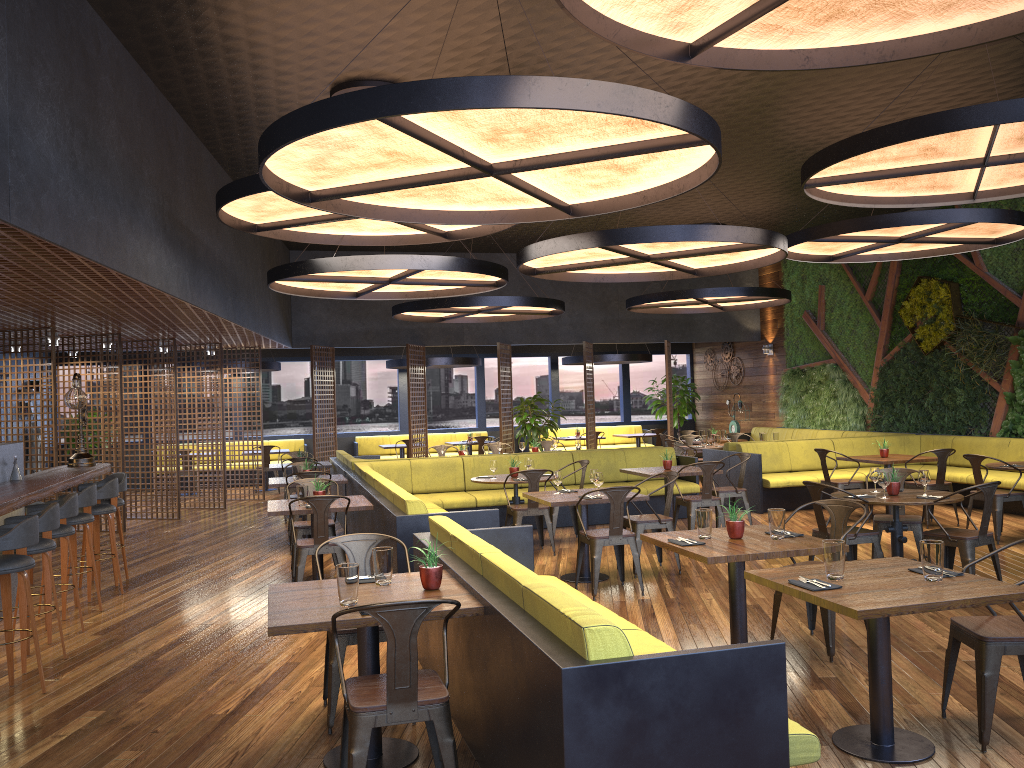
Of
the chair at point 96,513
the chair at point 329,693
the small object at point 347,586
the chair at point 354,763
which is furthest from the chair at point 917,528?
the chair at point 96,513

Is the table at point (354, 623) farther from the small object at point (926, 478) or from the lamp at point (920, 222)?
the lamp at point (920, 222)

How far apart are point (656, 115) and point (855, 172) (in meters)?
3.73

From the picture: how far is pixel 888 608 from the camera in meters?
3.6

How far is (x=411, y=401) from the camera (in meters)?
16.17

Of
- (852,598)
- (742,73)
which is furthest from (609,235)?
(852,598)

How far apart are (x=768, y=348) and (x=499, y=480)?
10.4m

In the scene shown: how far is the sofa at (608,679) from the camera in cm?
284

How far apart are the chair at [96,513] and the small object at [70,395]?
Result: 1.1m

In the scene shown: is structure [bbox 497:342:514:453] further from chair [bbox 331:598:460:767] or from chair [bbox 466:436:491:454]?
chair [bbox 331:598:460:767]
